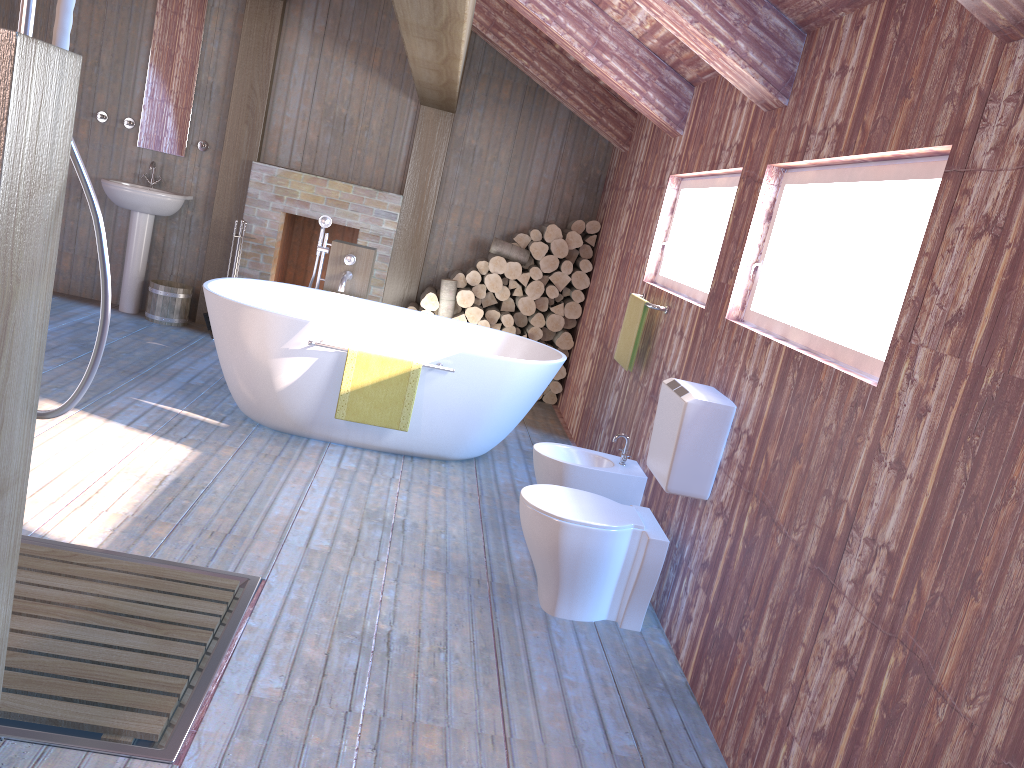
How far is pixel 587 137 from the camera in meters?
6.9

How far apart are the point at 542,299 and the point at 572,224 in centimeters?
60cm

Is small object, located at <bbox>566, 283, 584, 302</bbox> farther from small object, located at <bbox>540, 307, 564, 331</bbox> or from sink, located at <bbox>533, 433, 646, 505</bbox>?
sink, located at <bbox>533, 433, 646, 505</bbox>

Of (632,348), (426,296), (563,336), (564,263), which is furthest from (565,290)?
(632,348)

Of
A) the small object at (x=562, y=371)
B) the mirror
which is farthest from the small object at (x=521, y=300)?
the mirror

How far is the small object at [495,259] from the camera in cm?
652

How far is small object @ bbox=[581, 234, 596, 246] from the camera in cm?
666

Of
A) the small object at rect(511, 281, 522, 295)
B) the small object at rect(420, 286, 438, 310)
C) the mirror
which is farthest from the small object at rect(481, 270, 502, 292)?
the mirror

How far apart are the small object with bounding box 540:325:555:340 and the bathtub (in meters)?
1.43

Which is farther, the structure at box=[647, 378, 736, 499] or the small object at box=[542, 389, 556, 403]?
the small object at box=[542, 389, 556, 403]
